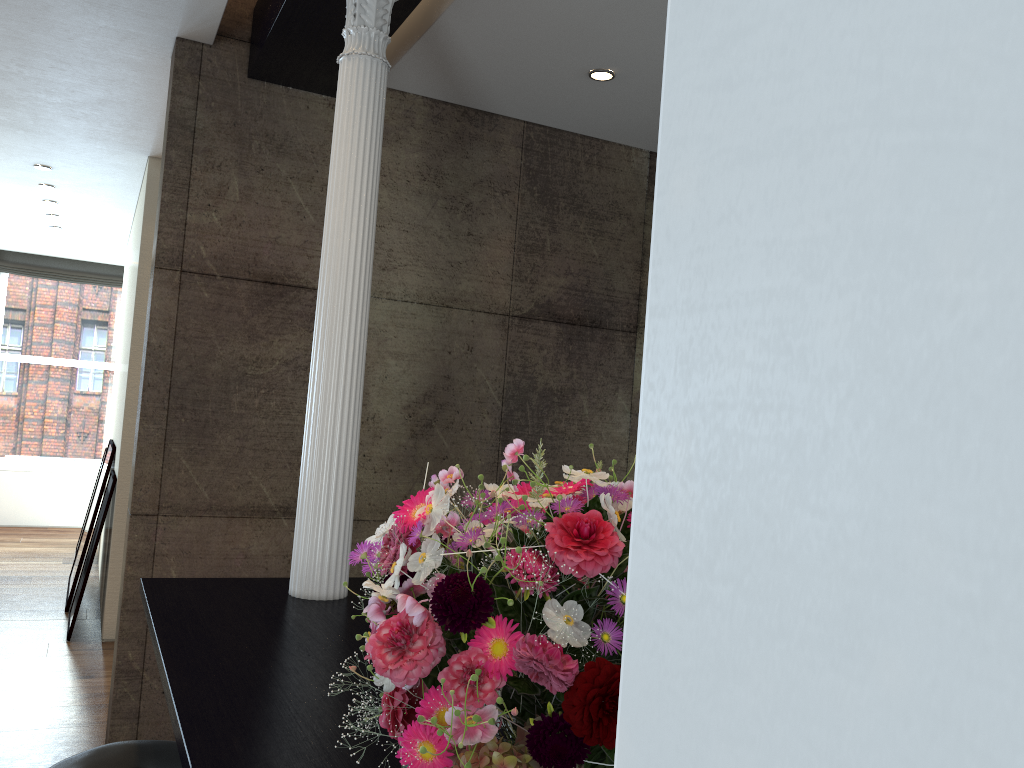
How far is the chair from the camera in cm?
195

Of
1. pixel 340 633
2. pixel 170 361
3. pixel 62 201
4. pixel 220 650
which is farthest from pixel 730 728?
pixel 62 201

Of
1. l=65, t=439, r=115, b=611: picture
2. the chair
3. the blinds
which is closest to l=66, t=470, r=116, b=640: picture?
l=65, t=439, r=115, b=611: picture

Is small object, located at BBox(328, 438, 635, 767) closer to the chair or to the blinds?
the chair

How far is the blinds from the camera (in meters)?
9.80

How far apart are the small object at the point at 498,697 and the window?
9.9 meters

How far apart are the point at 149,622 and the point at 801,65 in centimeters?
239cm

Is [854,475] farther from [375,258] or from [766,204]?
[375,258]

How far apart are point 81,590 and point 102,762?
3.9 meters

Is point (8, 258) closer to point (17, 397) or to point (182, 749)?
point (17, 397)
